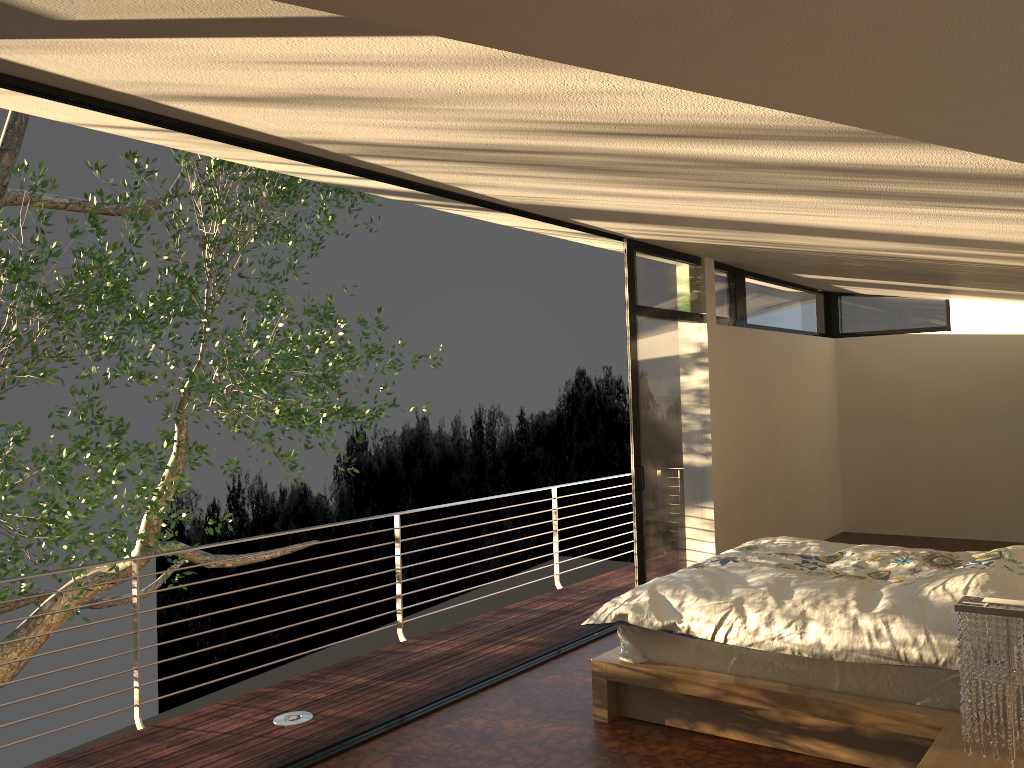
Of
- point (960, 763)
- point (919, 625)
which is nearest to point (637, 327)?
point (919, 625)

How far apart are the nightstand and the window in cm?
290

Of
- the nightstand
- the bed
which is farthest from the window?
the nightstand

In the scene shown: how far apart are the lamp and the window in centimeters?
329cm

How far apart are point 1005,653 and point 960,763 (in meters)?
0.48

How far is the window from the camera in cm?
580

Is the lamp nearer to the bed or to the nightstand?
the nightstand

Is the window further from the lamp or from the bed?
the lamp

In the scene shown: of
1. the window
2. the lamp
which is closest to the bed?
the lamp

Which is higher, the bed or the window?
the window
